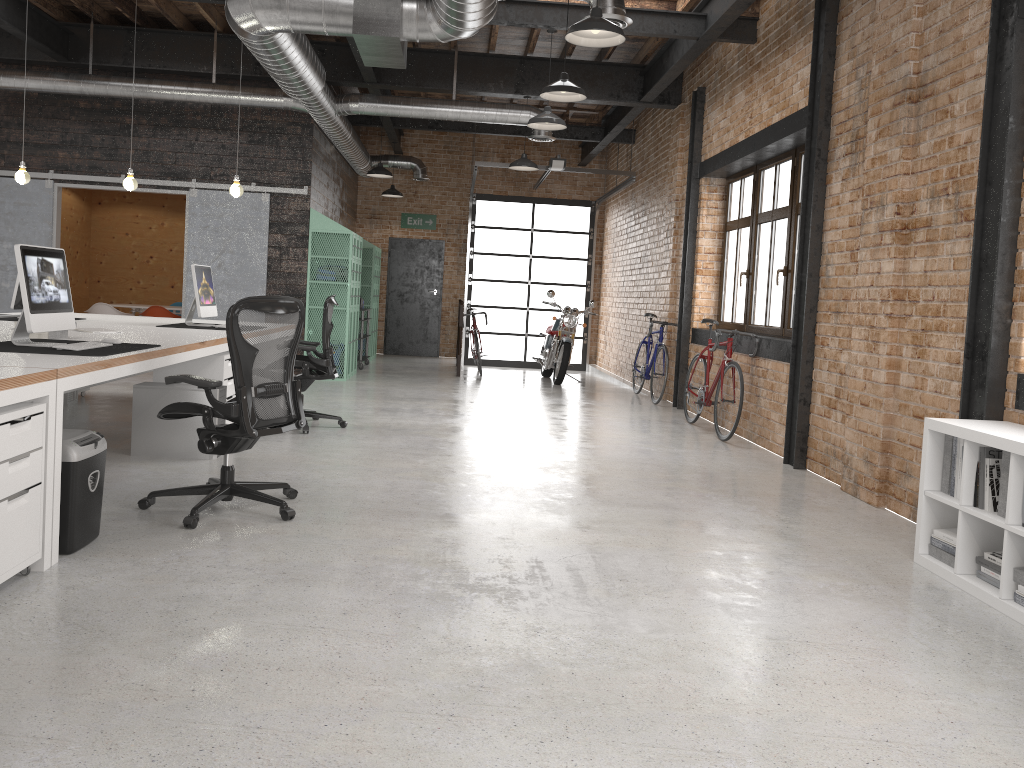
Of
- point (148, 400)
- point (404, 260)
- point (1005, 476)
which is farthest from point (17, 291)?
point (404, 260)

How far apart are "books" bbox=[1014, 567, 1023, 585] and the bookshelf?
0.0m

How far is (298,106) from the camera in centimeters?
1005cm

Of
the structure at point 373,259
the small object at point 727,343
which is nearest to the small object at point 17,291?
the small object at point 727,343

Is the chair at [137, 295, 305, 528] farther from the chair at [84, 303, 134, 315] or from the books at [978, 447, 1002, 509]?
the chair at [84, 303, 134, 315]

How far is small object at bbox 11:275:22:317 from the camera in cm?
655

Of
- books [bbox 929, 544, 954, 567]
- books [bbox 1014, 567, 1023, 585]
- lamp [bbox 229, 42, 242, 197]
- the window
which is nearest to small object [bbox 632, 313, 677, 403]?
the window

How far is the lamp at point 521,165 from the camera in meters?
10.4 m

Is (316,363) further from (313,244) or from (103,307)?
(103,307)

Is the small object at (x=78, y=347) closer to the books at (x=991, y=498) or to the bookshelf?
the bookshelf
